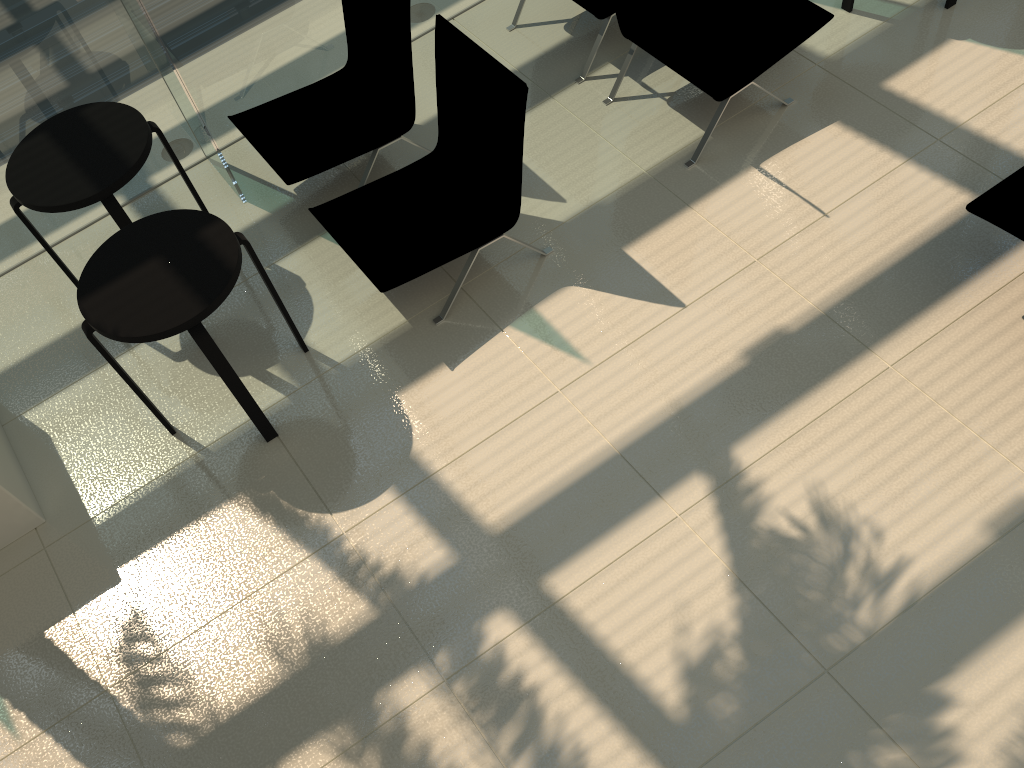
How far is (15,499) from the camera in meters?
3.8

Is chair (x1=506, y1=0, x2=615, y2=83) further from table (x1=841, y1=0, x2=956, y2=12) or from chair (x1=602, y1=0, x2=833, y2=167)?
table (x1=841, y1=0, x2=956, y2=12)

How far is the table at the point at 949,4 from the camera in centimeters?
491cm

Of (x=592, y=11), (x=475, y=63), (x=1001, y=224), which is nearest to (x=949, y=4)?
(x=592, y=11)

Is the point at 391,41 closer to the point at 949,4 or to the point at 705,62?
the point at 705,62

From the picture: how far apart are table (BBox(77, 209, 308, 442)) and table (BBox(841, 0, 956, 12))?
3.6 meters

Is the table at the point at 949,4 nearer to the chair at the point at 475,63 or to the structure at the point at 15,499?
the chair at the point at 475,63

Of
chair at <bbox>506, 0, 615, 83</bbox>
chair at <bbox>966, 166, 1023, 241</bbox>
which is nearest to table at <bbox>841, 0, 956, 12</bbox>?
chair at <bbox>506, 0, 615, 83</bbox>

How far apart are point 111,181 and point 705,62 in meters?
2.9 m

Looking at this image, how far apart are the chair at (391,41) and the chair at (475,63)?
0.25m
